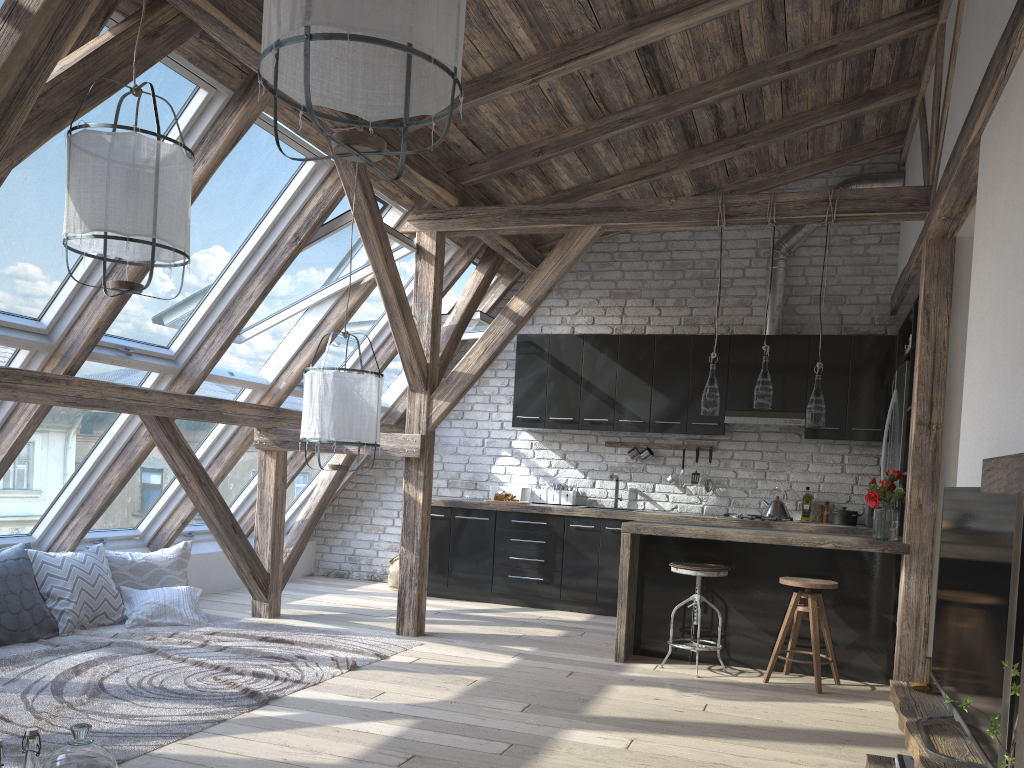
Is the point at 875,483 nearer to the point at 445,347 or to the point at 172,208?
the point at 445,347

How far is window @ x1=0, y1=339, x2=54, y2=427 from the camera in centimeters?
436cm

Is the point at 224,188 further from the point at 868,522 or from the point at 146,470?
the point at 868,522

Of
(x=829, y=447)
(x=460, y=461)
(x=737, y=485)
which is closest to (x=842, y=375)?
(x=829, y=447)

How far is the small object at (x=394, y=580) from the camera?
7.67m

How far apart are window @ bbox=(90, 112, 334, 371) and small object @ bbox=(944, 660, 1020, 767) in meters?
4.0 m

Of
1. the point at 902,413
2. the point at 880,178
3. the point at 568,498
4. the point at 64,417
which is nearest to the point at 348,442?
the point at 64,417

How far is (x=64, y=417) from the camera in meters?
5.0 m

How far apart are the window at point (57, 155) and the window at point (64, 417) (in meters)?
0.28

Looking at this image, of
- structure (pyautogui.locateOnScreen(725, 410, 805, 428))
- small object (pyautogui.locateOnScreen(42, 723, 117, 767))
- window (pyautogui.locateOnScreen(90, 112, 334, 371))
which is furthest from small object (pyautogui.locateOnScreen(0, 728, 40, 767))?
structure (pyautogui.locateOnScreen(725, 410, 805, 428))
